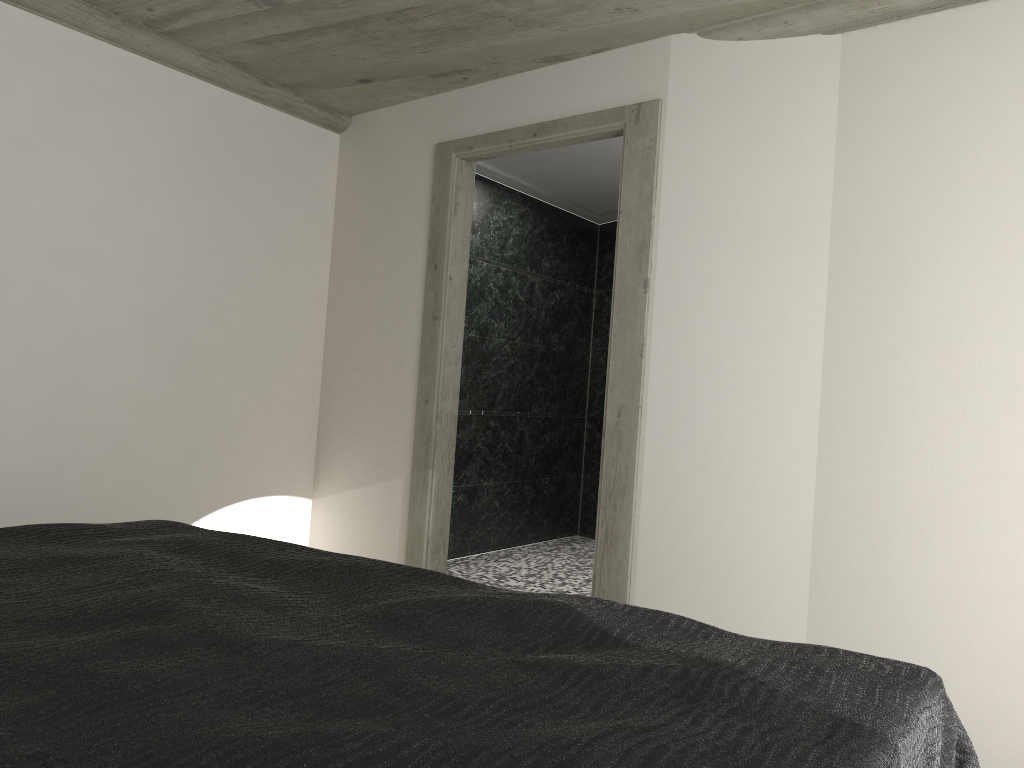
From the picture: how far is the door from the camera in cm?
368

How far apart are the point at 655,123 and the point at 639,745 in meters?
3.1

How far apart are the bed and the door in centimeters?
168cm

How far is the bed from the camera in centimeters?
104cm

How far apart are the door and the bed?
1.68m

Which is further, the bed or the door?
the door

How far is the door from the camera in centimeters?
368cm

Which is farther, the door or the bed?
the door
